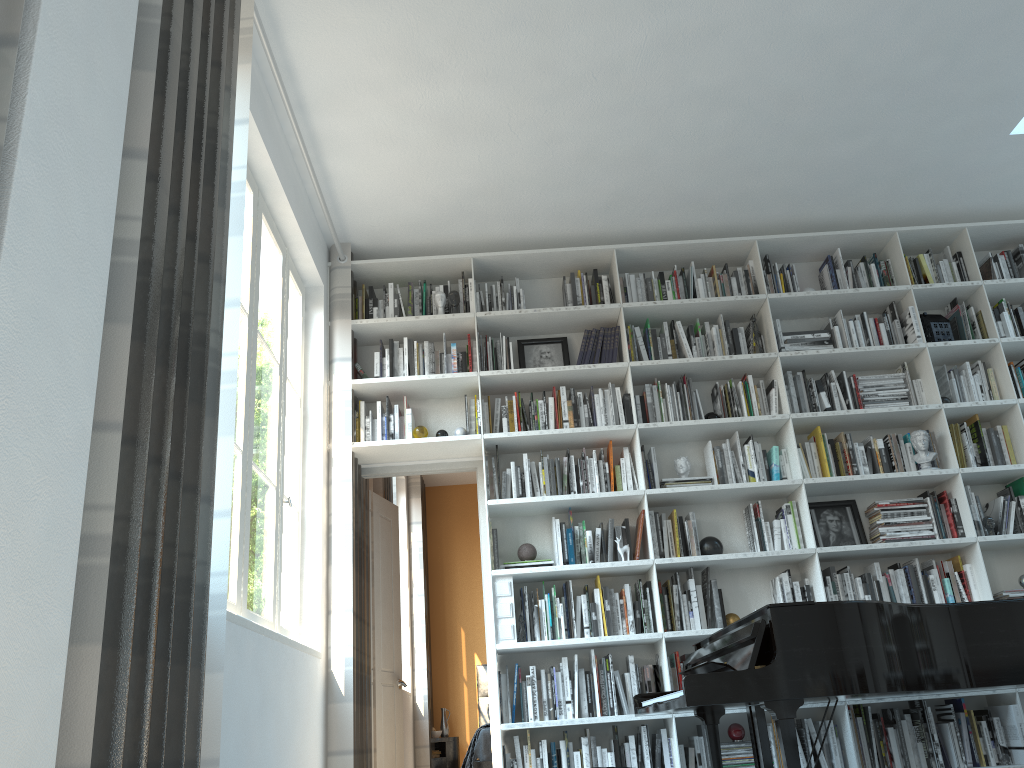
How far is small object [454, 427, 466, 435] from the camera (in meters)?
4.95

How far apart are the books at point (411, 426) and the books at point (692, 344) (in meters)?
1.67

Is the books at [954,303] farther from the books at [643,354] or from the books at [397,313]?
the books at [397,313]

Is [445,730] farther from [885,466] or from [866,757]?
[885,466]

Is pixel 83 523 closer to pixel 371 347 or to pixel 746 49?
pixel 746 49

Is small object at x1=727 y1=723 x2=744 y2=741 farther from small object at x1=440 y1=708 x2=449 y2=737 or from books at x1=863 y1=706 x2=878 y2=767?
small object at x1=440 y1=708 x2=449 y2=737

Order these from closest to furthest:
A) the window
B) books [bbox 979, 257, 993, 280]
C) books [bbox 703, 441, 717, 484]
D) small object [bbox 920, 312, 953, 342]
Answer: the window, books [bbox 703, 441, 717, 484], small object [bbox 920, 312, 953, 342], books [bbox 979, 257, 993, 280]

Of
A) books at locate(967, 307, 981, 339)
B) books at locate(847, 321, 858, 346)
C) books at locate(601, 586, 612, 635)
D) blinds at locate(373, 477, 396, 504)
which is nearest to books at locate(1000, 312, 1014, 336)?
books at locate(967, 307, 981, 339)

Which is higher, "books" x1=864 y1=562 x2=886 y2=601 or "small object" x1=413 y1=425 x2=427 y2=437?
"small object" x1=413 y1=425 x2=427 y2=437

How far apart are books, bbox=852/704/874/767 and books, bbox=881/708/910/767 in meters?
0.2 m
